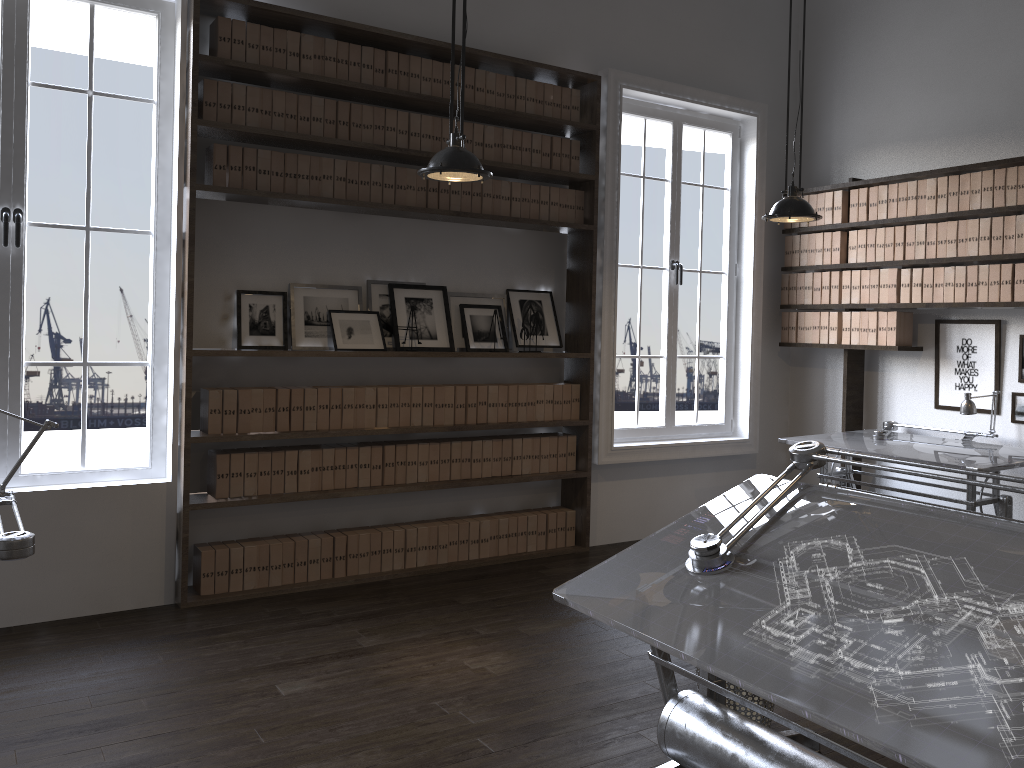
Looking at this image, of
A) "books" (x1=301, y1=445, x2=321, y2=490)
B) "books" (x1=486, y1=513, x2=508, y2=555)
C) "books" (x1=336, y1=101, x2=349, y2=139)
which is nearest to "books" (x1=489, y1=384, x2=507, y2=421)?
"books" (x1=486, y1=513, x2=508, y2=555)

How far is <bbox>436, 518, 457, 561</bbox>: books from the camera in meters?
5.2 m

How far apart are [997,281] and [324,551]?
4.1 meters

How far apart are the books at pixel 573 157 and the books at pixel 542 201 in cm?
25

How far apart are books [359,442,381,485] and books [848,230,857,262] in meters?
3.4

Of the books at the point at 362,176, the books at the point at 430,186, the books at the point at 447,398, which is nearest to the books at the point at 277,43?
the books at the point at 362,176

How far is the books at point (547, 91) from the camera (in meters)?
5.37

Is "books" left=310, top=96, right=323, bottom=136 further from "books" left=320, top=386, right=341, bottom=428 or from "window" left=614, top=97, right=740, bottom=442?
"window" left=614, top=97, right=740, bottom=442

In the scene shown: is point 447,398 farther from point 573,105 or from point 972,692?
point 972,692

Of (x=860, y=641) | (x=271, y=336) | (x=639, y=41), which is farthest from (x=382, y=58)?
(x=860, y=641)
